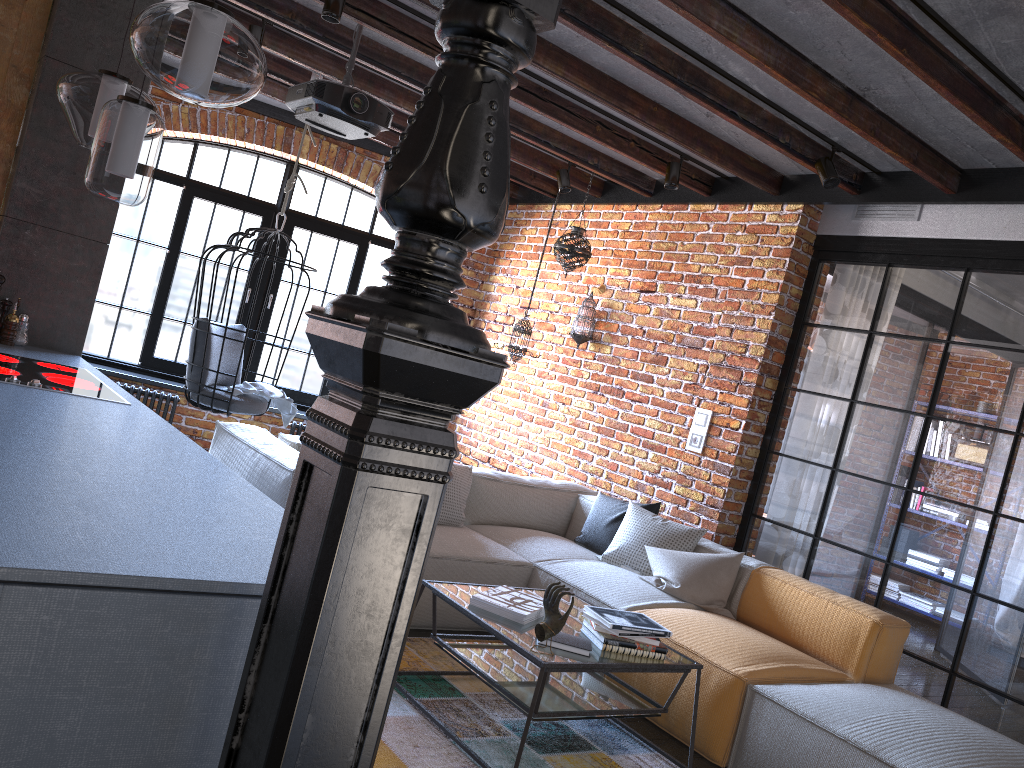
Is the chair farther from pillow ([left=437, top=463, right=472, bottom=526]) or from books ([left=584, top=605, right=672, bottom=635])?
books ([left=584, top=605, right=672, bottom=635])

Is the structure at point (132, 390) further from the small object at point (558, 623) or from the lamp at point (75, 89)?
the small object at point (558, 623)

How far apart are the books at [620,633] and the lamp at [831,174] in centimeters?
245cm

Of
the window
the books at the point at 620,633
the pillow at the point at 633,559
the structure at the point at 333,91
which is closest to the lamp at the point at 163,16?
the structure at the point at 333,91

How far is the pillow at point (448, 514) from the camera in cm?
458

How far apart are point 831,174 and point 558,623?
2.7 meters

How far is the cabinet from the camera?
1.2 meters

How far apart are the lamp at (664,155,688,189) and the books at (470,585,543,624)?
2.74m

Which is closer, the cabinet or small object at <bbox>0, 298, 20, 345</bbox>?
the cabinet

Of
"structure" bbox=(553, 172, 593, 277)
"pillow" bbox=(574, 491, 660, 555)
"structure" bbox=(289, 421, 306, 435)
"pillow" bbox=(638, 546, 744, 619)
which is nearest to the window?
"structure" bbox=(289, 421, 306, 435)
